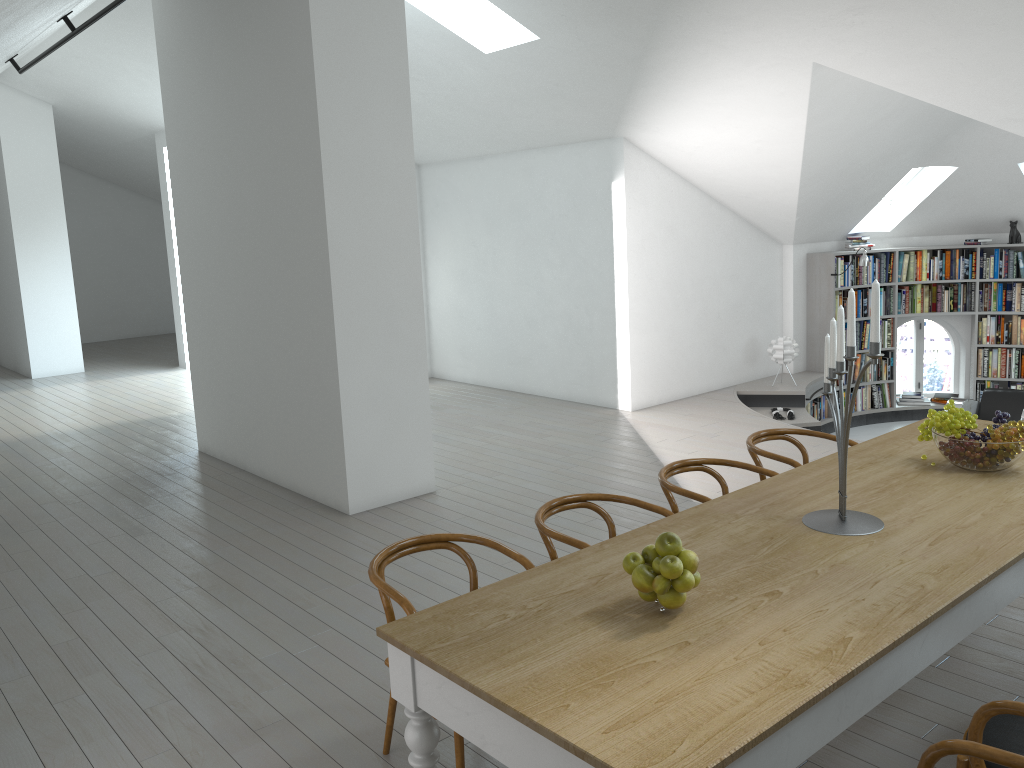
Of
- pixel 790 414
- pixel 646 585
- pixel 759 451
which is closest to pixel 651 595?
pixel 646 585

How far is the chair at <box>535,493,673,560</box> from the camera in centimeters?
337cm

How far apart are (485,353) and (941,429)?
6.98m

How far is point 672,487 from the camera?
3.9 meters

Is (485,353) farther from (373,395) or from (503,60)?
A: (373,395)

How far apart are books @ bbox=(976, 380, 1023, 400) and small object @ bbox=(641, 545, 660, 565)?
9.4 meters

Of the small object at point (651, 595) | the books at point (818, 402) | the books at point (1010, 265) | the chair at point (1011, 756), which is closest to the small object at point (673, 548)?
the small object at point (651, 595)

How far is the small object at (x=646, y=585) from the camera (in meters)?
2.39

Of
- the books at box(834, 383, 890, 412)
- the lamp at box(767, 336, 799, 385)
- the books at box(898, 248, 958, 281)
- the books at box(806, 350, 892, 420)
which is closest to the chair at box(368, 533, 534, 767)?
the lamp at box(767, 336, 799, 385)

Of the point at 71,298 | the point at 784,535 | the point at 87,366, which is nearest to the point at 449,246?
the point at 71,298
